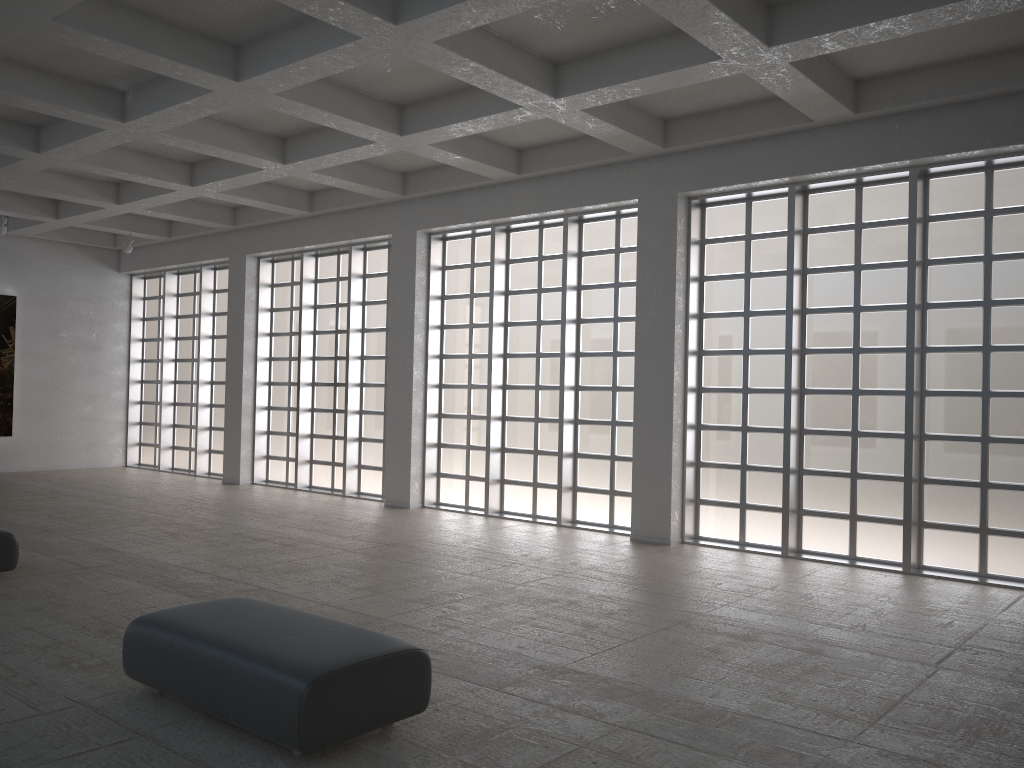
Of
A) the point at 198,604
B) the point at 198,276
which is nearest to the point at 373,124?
the point at 198,604
